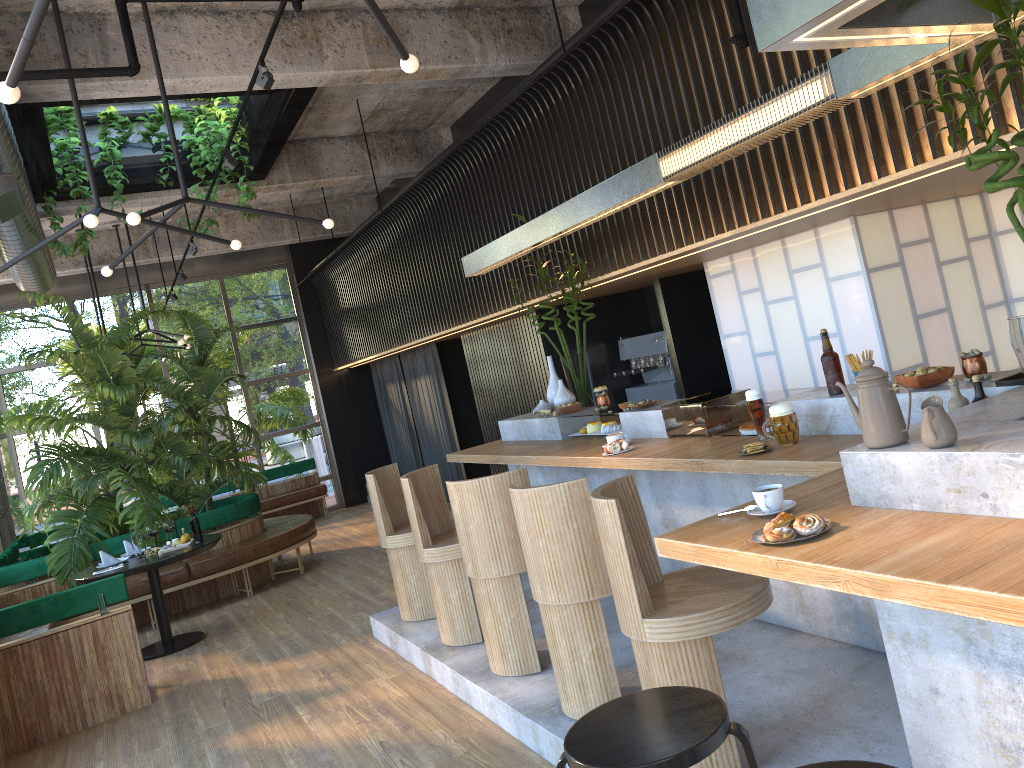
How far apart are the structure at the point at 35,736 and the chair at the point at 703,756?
4.6m

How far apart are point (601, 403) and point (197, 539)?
3.77m

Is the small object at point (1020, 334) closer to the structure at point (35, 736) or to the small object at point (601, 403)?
the small object at point (601, 403)

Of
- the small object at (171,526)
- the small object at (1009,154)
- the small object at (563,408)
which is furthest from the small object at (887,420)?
the small object at (563,408)

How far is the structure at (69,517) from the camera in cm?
811

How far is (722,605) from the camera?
2.9m

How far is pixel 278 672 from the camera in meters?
5.8 m

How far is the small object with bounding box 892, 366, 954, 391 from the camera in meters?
3.2 m

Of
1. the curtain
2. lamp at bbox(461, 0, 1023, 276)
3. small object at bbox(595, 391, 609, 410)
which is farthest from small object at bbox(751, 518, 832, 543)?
the curtain

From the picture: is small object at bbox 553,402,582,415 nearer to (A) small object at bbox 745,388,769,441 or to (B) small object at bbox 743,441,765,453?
(A) small object at bbox 745,388,769,441
